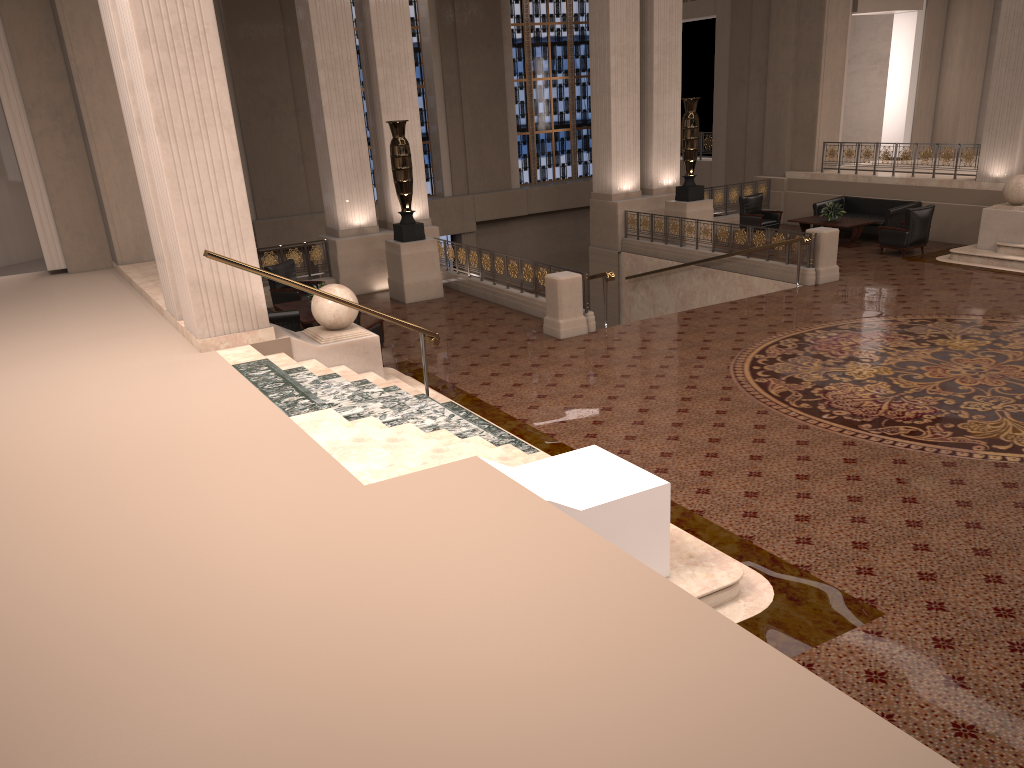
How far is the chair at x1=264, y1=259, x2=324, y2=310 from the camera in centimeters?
1398cm

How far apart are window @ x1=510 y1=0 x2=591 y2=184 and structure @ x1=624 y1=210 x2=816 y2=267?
9.3m

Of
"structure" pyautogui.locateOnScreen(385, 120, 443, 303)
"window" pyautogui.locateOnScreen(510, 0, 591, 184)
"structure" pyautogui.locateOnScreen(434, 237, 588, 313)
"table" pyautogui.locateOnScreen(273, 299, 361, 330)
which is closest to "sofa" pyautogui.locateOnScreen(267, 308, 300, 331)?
"table" pyautogui.locateOnScreen(273, 299, 361, 330)

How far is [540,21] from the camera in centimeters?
2457cm

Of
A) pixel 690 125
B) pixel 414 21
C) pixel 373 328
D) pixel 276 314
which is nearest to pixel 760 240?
pixel 690 125

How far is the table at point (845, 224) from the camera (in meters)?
16.91

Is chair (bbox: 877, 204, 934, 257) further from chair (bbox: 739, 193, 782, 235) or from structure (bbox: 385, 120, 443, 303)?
structure (bbox: 385, 120, 443, 303)

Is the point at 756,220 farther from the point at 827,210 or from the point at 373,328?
the point at 373,328

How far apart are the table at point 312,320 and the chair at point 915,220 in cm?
1036

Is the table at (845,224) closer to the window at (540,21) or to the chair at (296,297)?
the window at (540,21)
